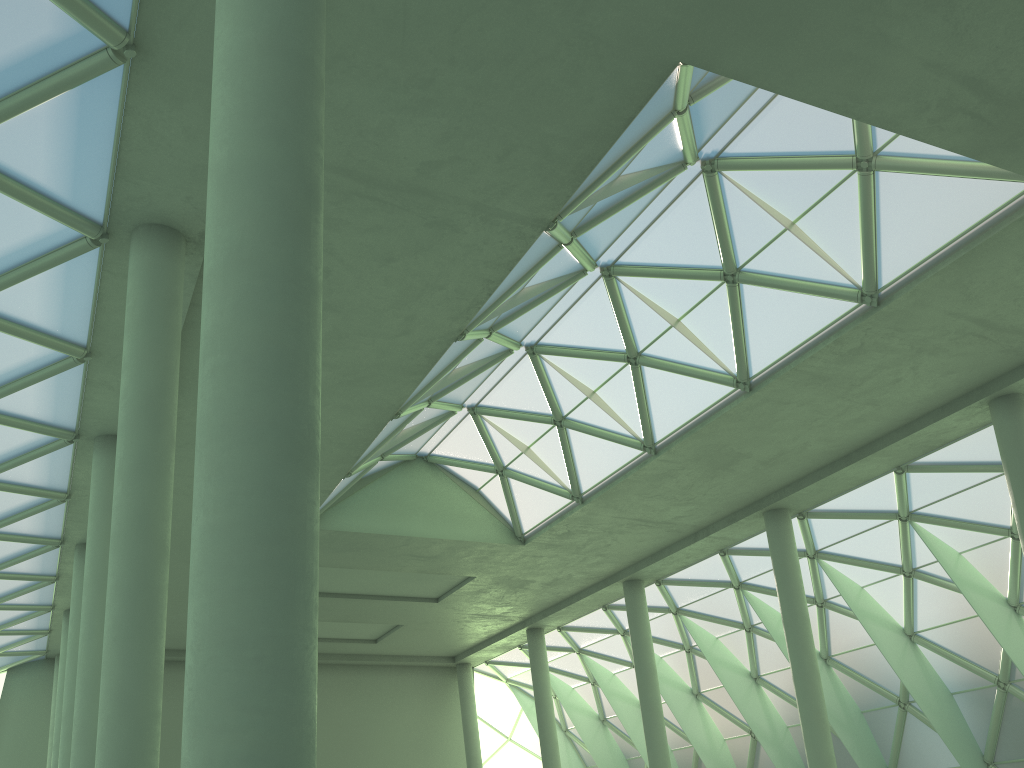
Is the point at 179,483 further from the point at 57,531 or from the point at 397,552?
the point at 397,552

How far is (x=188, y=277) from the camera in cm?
1981

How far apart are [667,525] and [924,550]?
10.9 meters
